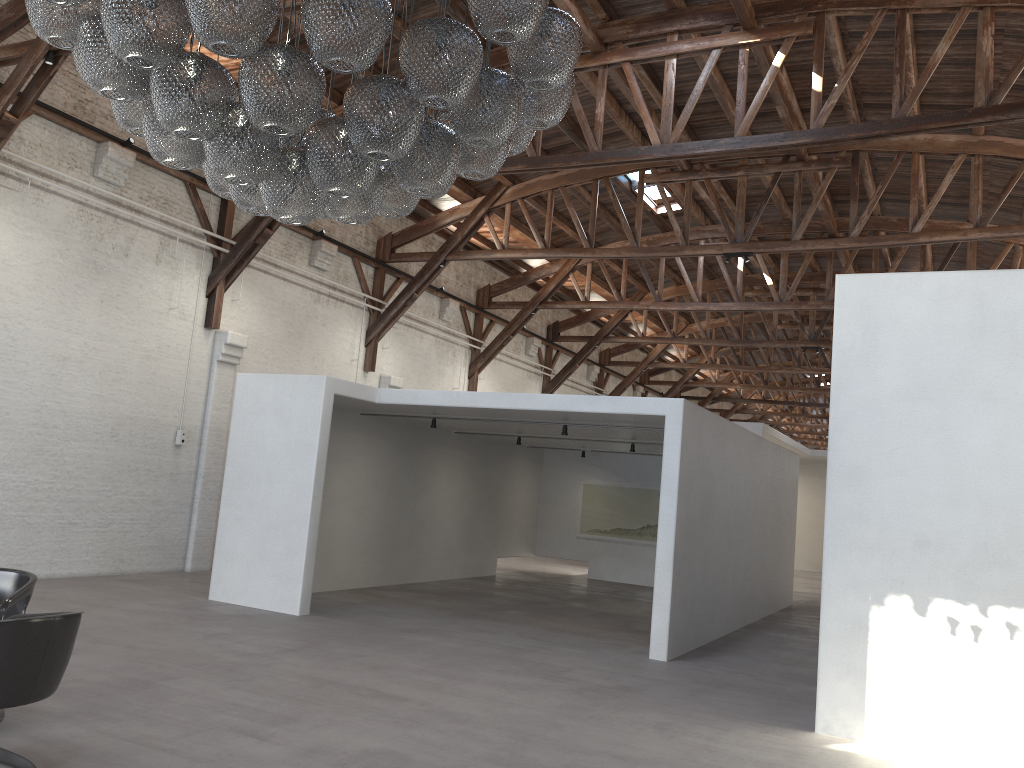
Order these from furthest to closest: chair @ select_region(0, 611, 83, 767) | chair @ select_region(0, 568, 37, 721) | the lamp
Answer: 1. chair @ select_region(0, 568, 37, 721)
2. chair @ select_region(0, 611, 83, 767)
3. the lamp

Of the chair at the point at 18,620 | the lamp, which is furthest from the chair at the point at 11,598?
the lamp

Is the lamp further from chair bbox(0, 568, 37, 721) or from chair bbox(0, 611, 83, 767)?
chair bbox(0, 568, 37, 721)

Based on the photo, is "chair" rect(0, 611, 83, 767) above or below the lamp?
below

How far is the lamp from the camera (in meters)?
3.52

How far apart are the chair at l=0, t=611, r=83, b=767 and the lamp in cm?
203

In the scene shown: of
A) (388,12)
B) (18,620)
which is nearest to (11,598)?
(18,620)

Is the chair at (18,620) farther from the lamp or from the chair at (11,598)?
the lamp

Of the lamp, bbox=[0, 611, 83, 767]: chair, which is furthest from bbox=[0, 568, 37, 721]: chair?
the lamp

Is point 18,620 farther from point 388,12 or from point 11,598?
point 388,12
